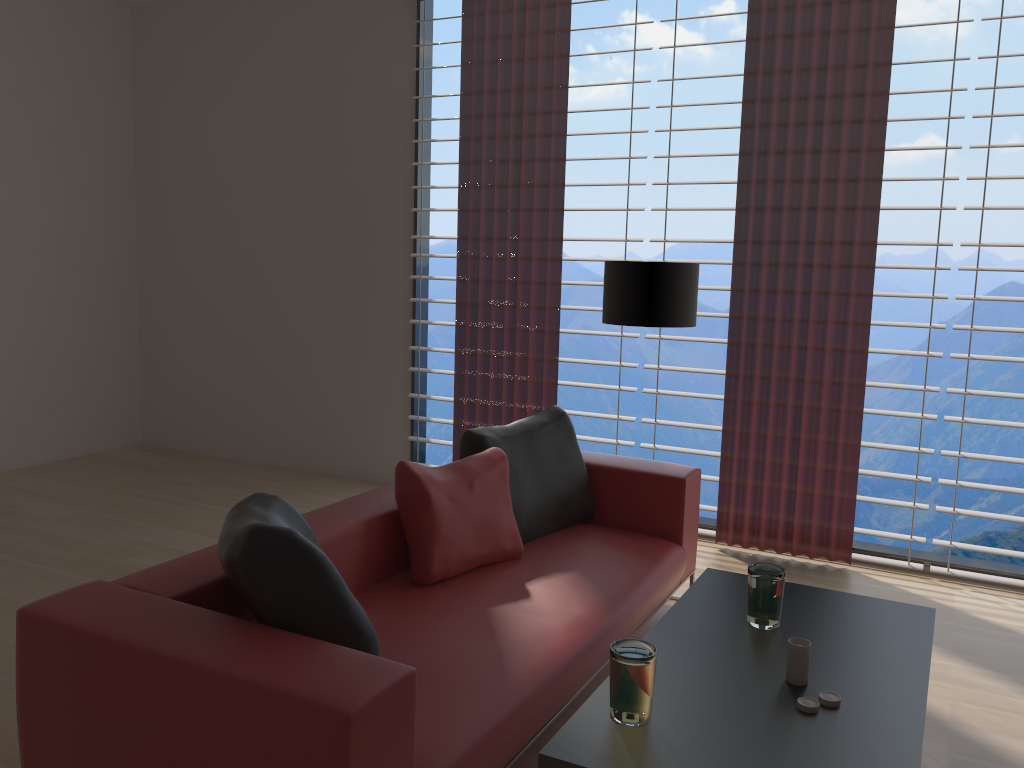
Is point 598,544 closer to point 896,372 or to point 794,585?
point 794,585

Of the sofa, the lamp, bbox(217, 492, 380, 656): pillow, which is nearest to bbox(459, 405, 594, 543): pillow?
the sofa

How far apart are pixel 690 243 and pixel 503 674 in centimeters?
1152cm

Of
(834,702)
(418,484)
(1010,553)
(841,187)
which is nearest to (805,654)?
(834,702)

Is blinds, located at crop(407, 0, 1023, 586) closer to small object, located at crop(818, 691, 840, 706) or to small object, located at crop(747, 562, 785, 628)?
small object, located at crop(747, 562, 785, 628)

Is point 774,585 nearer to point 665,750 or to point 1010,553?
point 665,750

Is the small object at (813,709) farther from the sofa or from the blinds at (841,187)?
the blinds at (841,187)

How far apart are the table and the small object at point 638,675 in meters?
0.0 m

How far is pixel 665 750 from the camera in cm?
240

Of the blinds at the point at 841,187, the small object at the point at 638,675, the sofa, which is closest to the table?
the small object at the point at 638,675
